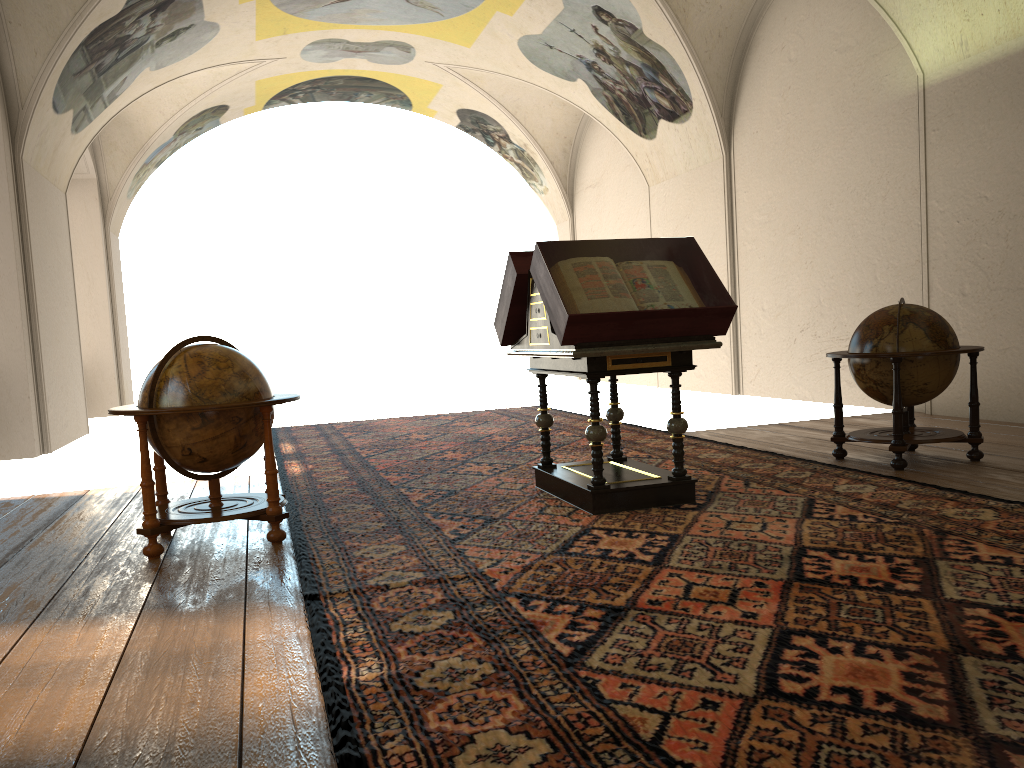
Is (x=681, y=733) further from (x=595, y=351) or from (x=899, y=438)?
(x=899, y=438)

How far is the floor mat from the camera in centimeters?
282cm

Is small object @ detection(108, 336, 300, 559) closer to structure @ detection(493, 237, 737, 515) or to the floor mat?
the floor mat

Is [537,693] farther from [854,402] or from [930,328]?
[854,402]

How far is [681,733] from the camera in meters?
2.8 m

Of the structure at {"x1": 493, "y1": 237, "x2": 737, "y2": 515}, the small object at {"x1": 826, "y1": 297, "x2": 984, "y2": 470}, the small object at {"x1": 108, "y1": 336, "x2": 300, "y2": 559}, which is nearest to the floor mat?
the structure at {"x1": 493, "y1": 237, "x2": 737, "y2": 515}

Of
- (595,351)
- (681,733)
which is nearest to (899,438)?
(595,351)

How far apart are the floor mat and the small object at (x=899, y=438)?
0.4 meters

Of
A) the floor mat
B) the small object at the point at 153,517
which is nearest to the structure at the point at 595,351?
the floor mat

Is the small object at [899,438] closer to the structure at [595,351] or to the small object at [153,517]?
the structure at [595,351]
